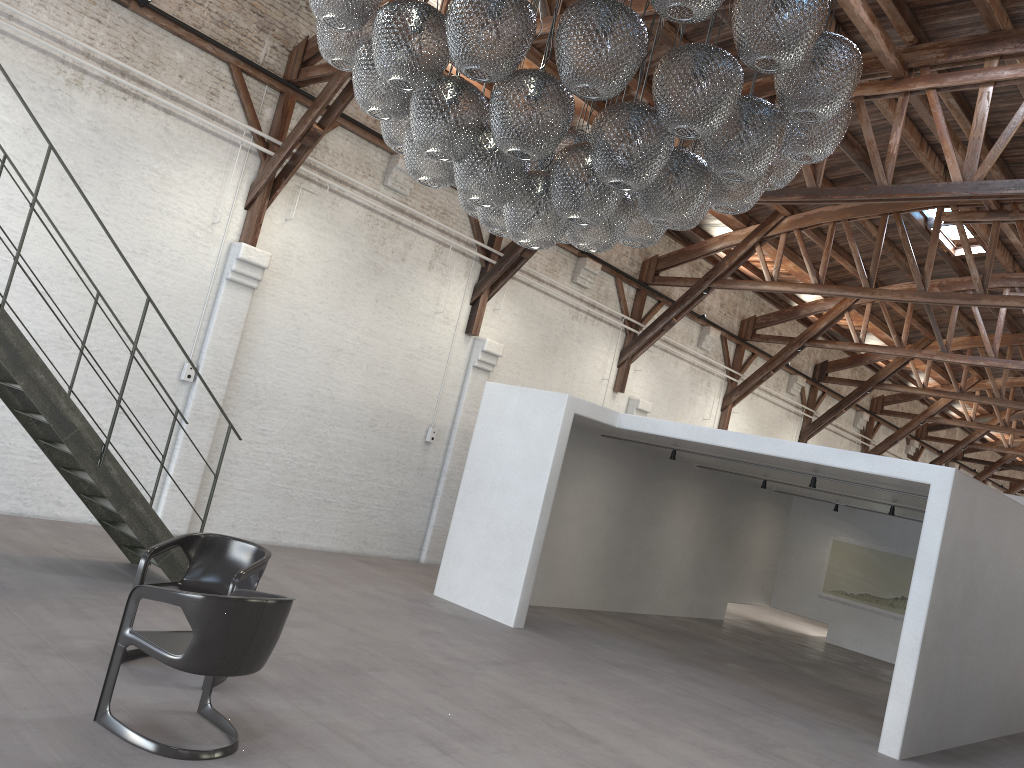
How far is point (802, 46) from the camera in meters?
3.4 m

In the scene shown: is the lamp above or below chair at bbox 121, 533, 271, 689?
above

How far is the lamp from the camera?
3.4m

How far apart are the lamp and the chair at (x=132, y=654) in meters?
2.4

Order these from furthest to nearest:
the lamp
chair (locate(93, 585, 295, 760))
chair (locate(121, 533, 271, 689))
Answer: chair (locate(121, 533, 271, 689))
chair (locate(93, 585, 295, 760))
the lamp

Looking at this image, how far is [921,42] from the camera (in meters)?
9.18

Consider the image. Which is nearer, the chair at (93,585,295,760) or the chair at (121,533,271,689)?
the chair at (93,585,295,760)

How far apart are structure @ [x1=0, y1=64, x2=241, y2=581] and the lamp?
3.16m

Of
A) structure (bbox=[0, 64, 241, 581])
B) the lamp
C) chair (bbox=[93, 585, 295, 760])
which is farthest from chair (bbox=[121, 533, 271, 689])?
the lamp

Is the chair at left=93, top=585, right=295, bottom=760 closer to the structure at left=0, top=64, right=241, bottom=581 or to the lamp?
the lamp
